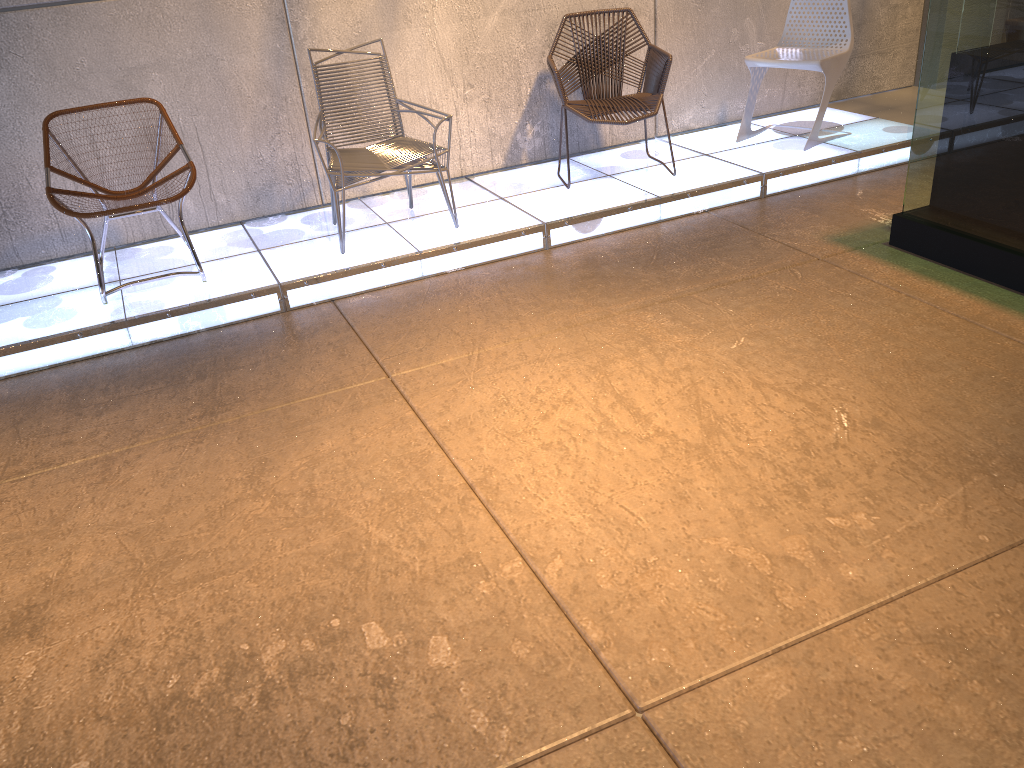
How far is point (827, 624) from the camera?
2.2 meters

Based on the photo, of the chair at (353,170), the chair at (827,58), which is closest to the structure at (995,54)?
the chair at (827,58)

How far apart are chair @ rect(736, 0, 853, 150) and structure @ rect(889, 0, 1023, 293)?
1.34m

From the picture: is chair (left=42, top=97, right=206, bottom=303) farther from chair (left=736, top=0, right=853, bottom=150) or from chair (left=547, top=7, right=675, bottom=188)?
chair (left=736, top=0, right=853, bottom=150)

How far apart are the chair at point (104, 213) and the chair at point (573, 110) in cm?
204

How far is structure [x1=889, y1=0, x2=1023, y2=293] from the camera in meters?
3.6 m

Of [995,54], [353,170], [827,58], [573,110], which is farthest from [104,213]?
[827,58]

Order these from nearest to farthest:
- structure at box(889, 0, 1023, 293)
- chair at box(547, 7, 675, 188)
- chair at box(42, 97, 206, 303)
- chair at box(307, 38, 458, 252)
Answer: structure at box(889, 0, 1023, 293), chair at box(42, 97, 206, 303), chair at box(307, 38, 458, 252), chair at box(547, 7, 675, 188)

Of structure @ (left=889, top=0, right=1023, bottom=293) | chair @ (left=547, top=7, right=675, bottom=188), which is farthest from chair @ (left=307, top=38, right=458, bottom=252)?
structure @ (left=889, top=0, right=1023, bottom=293)

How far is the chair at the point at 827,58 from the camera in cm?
525
